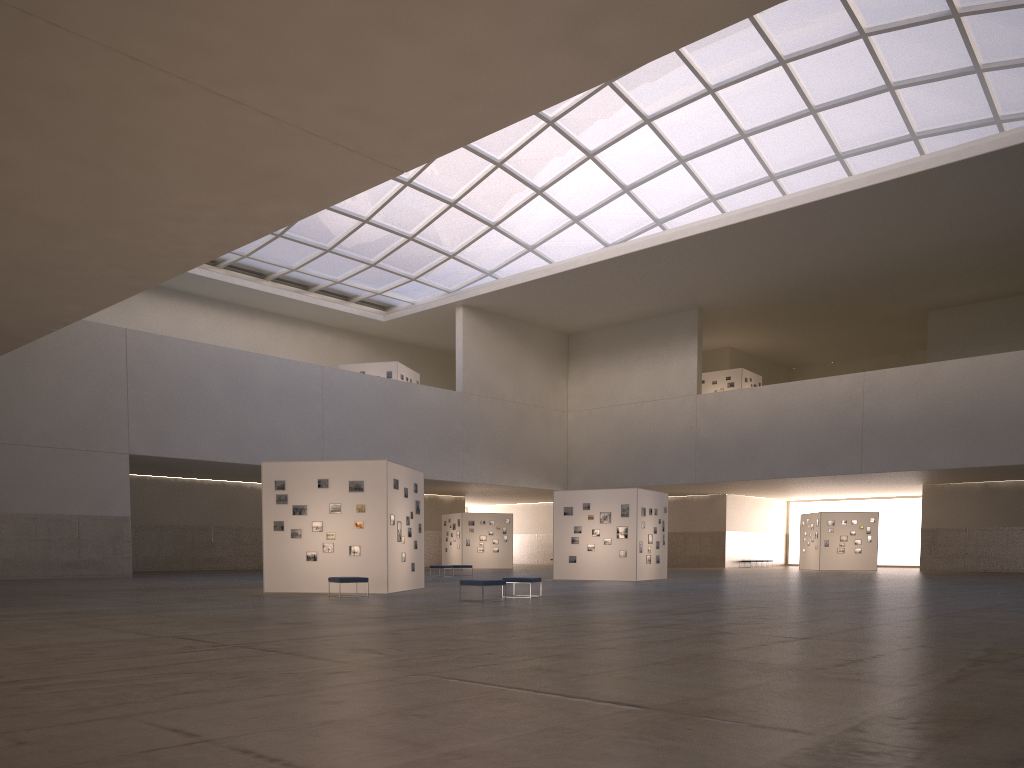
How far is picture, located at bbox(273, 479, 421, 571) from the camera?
29.61m

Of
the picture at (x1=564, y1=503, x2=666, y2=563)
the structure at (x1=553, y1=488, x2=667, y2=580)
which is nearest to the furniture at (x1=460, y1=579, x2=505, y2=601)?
the structure at (x1=553, y1=488, x2=667, y2=580)

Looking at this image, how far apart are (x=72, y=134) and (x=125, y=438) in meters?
39.4

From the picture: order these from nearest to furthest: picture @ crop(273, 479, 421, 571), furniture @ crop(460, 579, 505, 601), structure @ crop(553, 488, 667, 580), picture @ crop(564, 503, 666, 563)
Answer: furniture @ crop(460, 579, 505, 601)
picture @ crop(273, 479, 421, 571)
structure @ crop(553, 488, 667, 580)
picture @ crop(564, 503, 666, 563)

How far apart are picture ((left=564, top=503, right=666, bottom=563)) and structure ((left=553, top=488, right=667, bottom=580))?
0.29m

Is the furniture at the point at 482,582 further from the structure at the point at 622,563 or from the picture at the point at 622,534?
the picture at the point at 622,534

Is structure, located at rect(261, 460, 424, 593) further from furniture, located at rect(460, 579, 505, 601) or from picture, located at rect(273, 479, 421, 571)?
furniture, located at rect(460, 579, 505, 601)

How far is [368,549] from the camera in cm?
2939

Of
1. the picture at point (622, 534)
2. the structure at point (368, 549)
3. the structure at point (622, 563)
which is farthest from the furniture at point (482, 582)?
the picture at point (622, 534)

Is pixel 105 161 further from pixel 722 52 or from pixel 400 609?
pixel 722 52
